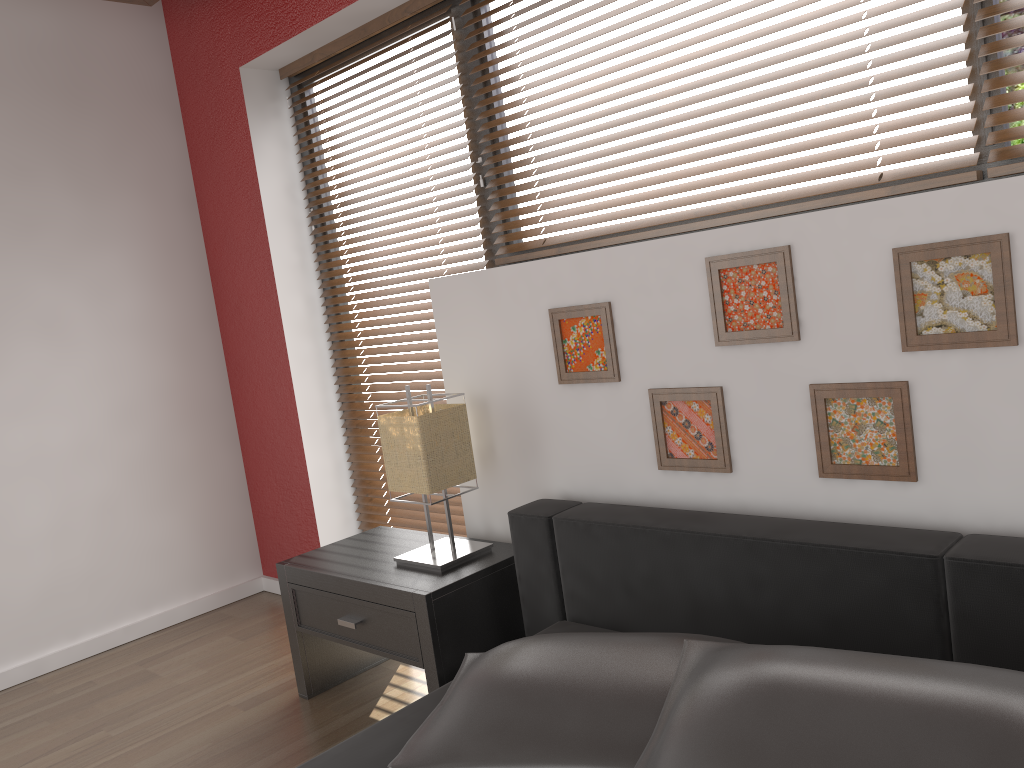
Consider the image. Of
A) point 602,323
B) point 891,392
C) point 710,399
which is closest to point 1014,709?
point 891,392

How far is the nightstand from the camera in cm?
223

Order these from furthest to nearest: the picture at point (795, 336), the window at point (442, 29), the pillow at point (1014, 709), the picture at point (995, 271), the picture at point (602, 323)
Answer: the window at point (442, 29) < the picture at point (602, 323) < the picture at point (795, 336) < the picture at point (995, 271) < the pillow at point (1014, 709)

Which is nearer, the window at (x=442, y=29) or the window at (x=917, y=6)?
the window at (x=917, y=6)

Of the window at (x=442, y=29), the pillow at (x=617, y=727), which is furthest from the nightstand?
the window at (x=442, y=29)

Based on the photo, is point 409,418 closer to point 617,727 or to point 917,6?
point 617,727

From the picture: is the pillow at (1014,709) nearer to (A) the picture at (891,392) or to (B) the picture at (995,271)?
(A) the picture at (891,392)

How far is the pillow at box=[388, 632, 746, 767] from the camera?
1.4 meters

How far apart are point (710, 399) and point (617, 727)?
0.83m

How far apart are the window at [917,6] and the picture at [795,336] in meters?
0.5
